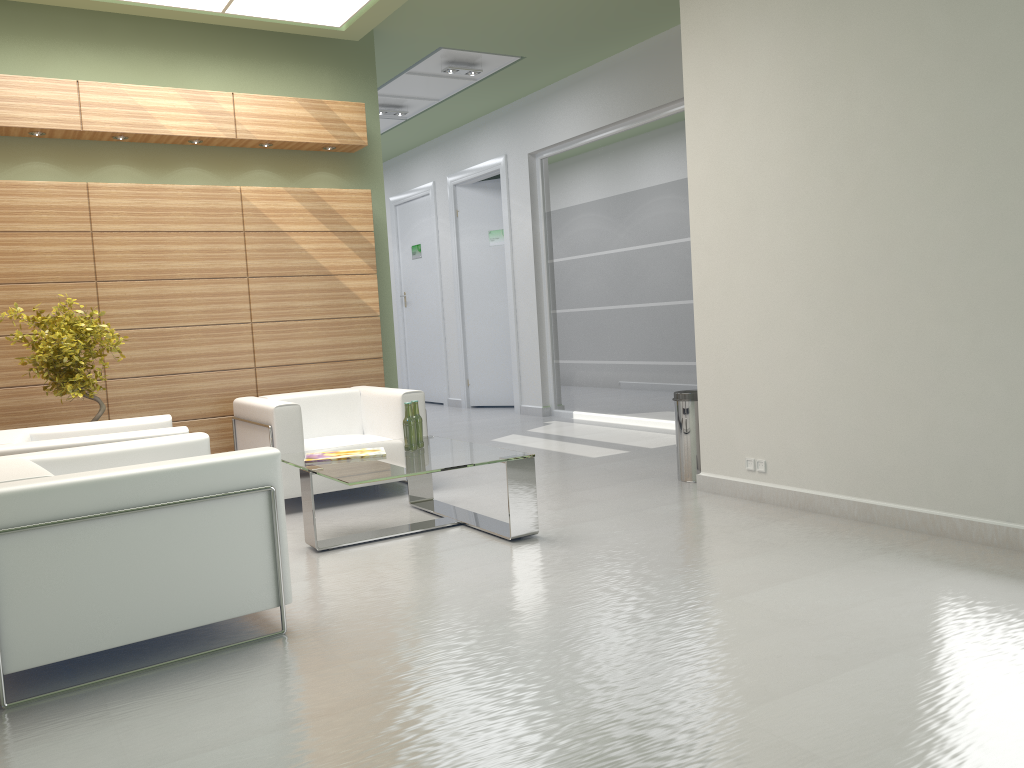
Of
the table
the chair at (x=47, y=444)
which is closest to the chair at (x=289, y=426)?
the table

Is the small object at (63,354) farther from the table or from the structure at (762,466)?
the structure at (762,466)

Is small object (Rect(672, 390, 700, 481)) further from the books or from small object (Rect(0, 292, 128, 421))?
small object (Rect(0, 292, 128, 421))

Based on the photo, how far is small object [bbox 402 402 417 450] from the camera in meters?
8.6

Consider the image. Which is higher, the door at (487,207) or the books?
the door at (487,207)

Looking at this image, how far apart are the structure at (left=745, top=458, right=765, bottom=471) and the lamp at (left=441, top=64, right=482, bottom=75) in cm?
912

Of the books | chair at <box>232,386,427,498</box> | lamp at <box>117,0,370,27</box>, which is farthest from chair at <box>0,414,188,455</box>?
lamp at <box>117,0,370,27</box>

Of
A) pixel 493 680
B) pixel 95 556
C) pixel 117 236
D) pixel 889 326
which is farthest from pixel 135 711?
pixel 117 236

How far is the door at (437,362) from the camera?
21.87m

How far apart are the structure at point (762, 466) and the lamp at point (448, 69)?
9.1 meters
